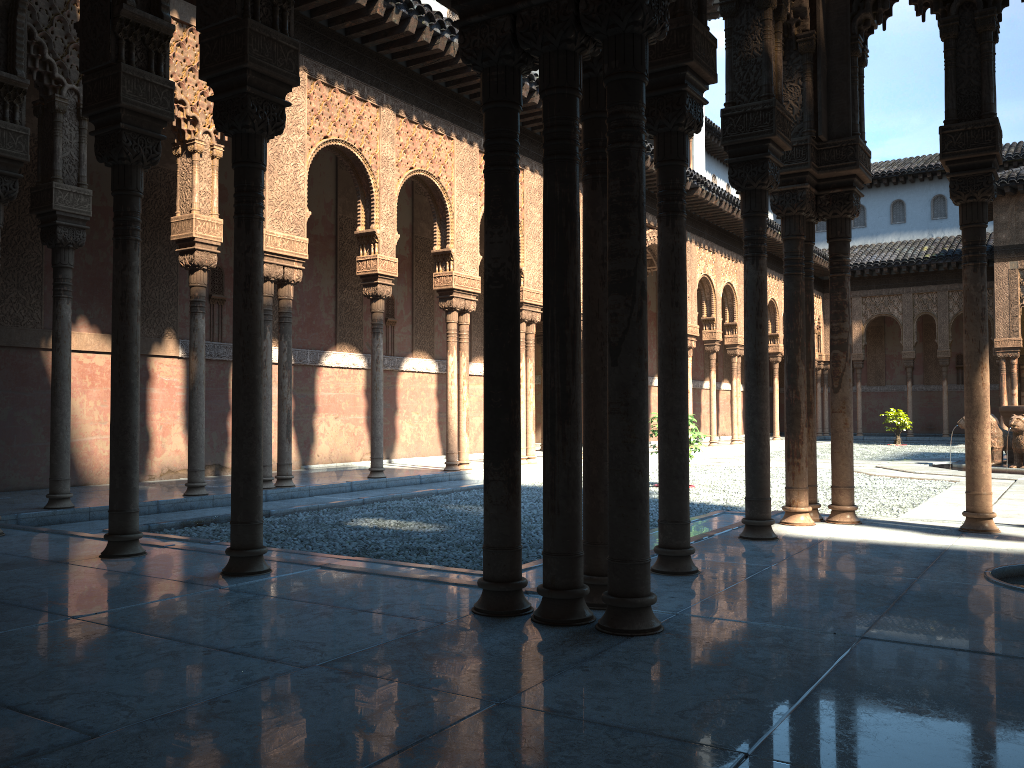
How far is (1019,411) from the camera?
16.5 meters

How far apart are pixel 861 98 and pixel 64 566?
7.18m

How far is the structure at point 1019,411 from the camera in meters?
16.5 m

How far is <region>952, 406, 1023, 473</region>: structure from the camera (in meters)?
16.51
